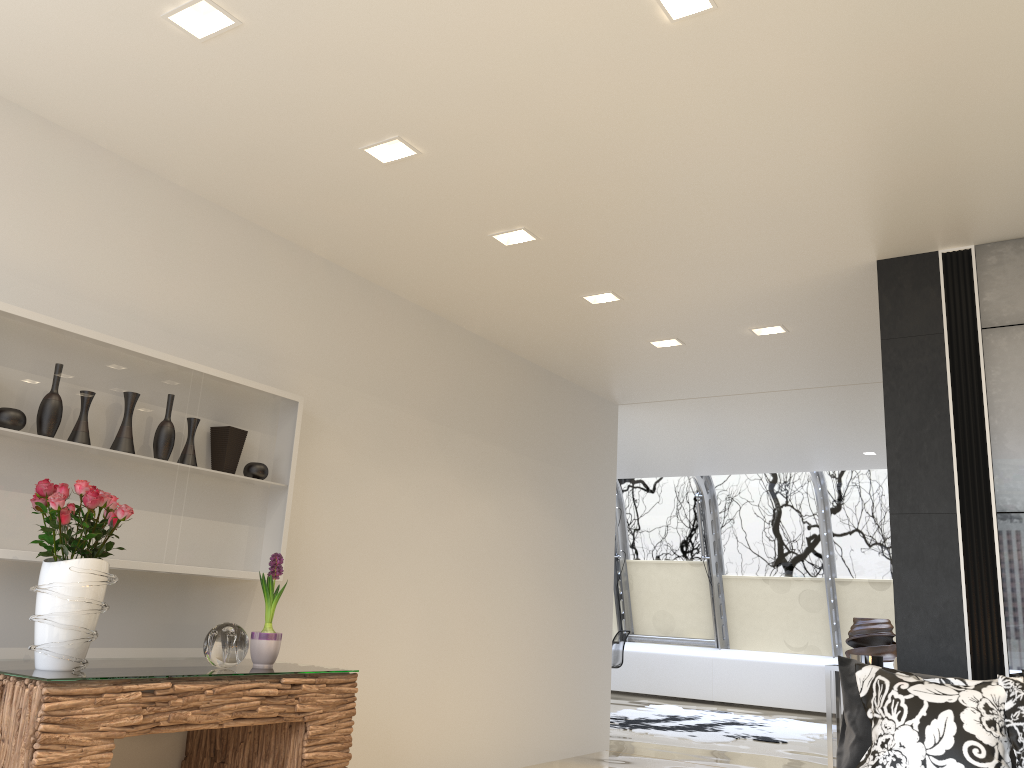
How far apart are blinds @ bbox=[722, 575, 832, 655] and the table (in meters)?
8.00

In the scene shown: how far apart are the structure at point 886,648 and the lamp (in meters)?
6.31

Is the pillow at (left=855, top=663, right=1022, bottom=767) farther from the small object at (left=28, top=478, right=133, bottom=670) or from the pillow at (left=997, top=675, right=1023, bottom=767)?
the small object at (left=28, top=478, right=133, bottom=670)

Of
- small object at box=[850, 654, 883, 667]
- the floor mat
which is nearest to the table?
small object at box=[850, 654, 883, 667]

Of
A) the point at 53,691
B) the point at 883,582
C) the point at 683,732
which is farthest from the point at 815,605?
the point at 53,691

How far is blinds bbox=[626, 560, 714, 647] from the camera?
12.7 meters

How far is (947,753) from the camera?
3.15m

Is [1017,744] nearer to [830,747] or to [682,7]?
[830,747]

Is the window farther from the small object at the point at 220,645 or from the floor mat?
the small object at the point at 220,645

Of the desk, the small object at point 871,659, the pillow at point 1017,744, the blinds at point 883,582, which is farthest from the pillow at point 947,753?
the blinds at point 883,582
